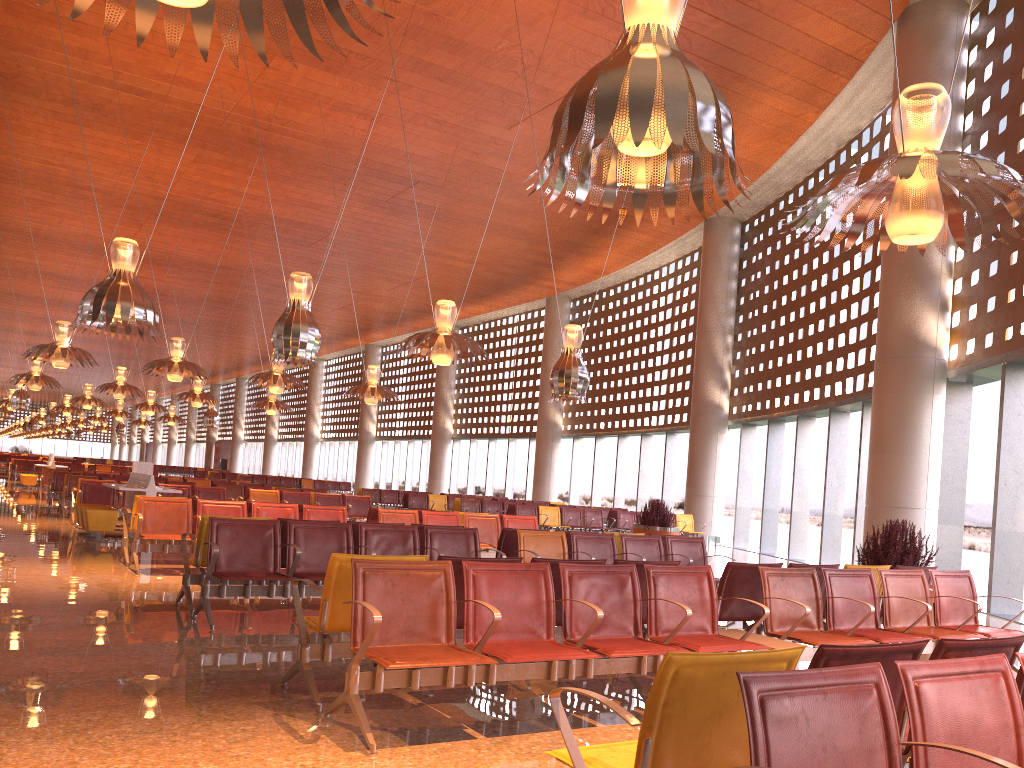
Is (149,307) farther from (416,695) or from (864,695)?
(864,695)
